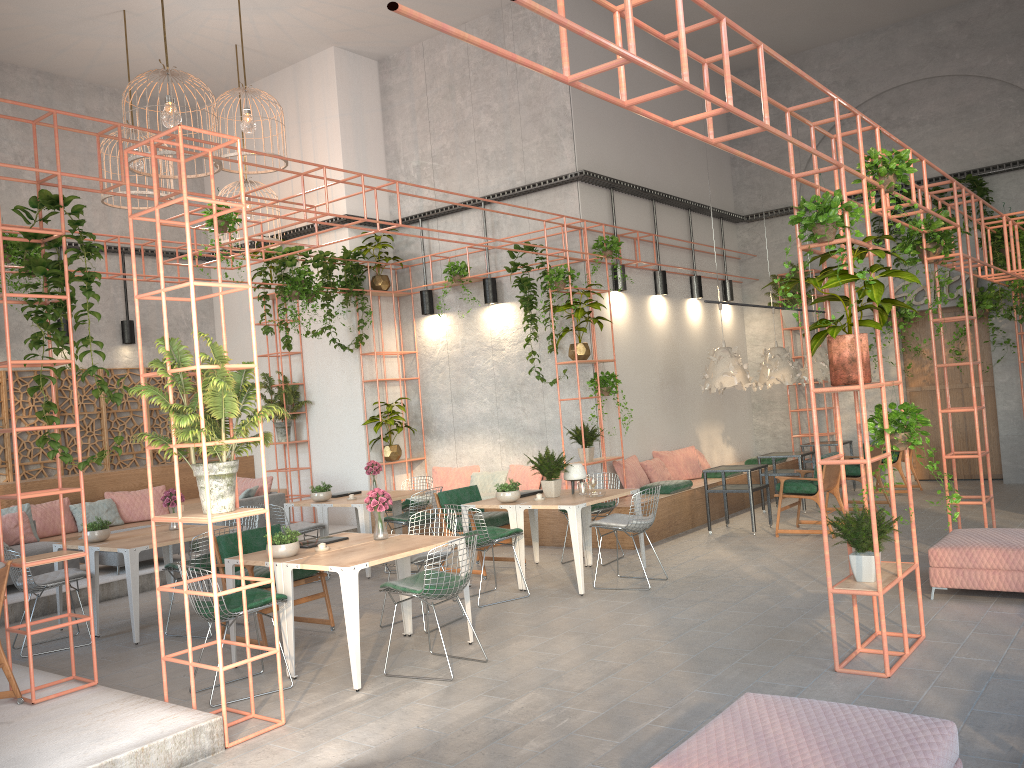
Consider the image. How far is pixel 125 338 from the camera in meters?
13.7 m

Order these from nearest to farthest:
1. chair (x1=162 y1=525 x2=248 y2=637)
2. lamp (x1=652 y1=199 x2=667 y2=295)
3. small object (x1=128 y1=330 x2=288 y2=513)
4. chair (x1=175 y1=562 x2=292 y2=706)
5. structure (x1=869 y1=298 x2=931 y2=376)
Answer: small object (x1=128 y1=330 x2=288 y2=513) → chair (x1=175 y1=562 x2=292 y2=706) → chair (x1=162 y1=525 x2=248 y2=637) → lamp (x1=652 y1=199 x2=667 y2=295) → structure (x1=869 y1=298 x2=931 y2=376)

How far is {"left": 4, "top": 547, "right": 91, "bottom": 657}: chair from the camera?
7.7m

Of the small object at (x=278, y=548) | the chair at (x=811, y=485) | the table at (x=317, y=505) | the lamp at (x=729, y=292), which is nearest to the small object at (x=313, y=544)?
the small object at (x=278, y=548)

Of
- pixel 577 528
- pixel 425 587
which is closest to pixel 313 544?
pixel 425 587

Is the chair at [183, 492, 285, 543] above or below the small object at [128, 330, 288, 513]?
below

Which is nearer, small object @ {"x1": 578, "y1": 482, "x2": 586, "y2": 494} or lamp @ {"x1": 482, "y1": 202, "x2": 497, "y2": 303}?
small object @ {"x1": 578, "y1": 482, "x2": 586, "y2": 494}

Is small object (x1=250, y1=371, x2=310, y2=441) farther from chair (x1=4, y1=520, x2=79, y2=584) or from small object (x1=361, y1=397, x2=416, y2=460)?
chair (x1=4, y1=520, x2=79, y2=584)

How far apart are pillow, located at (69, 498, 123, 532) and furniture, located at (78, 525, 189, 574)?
1.7 meters

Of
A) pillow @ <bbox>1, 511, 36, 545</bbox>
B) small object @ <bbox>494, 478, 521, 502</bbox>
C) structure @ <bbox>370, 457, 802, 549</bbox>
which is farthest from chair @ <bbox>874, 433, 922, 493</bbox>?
pillow @ <bbox>1, 511, 36, 545</bbox>
